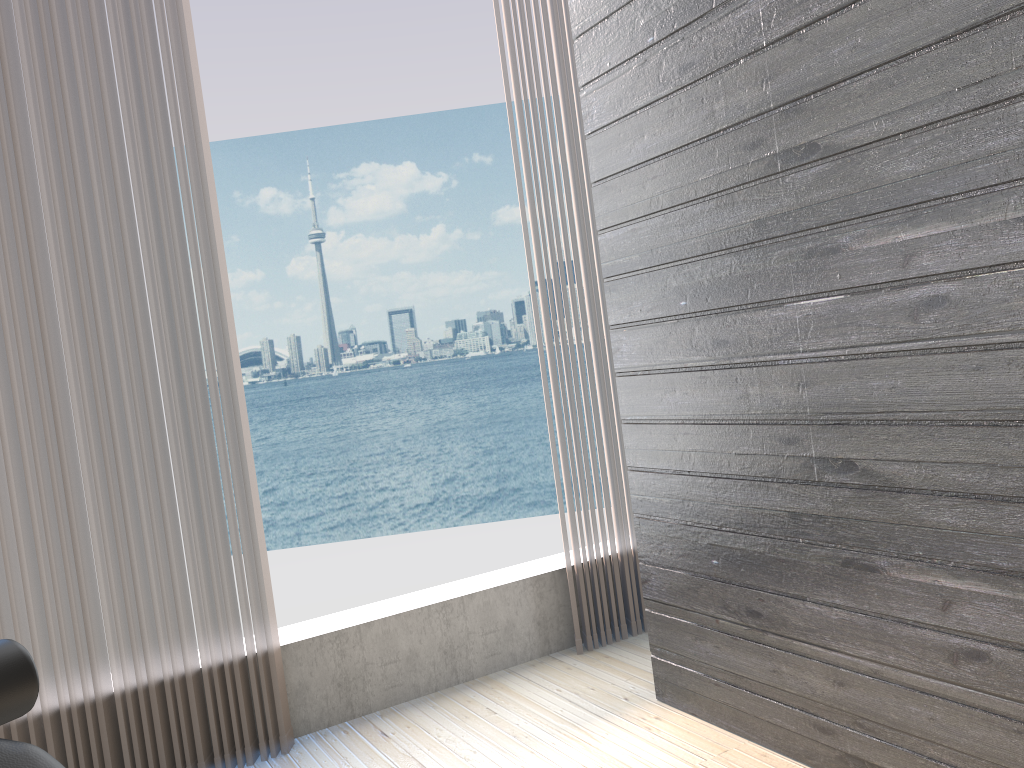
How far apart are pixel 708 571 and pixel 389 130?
31.02m

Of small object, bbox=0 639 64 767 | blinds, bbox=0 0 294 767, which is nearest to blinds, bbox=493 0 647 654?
blinds, bbox=0 0 294 767

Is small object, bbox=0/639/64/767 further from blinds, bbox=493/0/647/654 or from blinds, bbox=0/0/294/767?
→ blinds, bbox=493/0/647/654

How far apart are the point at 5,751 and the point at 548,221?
2.25m

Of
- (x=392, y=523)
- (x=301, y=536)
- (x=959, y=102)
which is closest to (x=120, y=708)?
(x=959, y=102)

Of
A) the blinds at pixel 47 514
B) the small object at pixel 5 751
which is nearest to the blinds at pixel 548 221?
the blinds at pixel 47 514

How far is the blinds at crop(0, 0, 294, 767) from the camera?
2.1 meters

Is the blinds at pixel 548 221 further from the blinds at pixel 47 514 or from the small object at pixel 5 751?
the small object at pixel 5 751

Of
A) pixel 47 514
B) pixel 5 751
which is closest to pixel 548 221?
pixel 47 514

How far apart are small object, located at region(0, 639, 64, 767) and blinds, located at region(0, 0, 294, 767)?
1.3 meters
